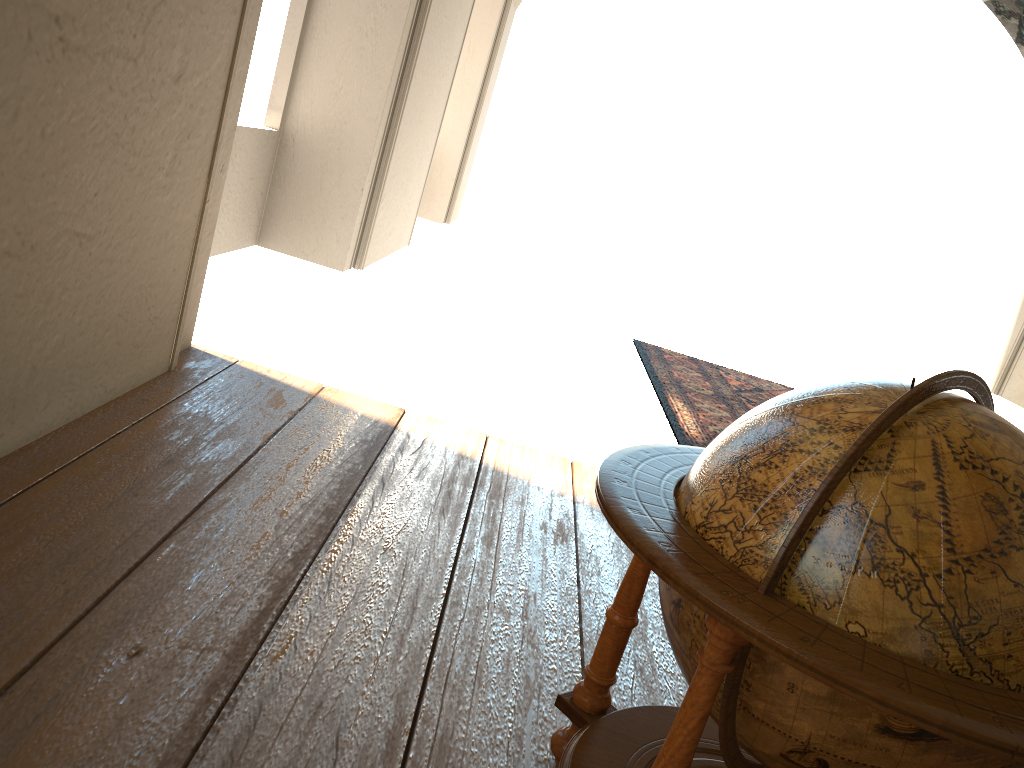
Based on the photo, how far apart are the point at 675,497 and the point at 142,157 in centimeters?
A: 280cm

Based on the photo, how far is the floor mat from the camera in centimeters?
701cm

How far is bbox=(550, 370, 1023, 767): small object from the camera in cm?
149

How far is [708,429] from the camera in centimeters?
701cm

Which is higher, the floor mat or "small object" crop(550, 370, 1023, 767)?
"small object" crop(550, 370, 1023, 767)

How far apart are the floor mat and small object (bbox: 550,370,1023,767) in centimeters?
391cm

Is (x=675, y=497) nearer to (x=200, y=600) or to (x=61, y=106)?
(x=200, y=600)

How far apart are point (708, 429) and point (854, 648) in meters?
5.6 m

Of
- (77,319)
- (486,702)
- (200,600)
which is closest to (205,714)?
(200,600)

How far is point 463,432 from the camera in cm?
518
